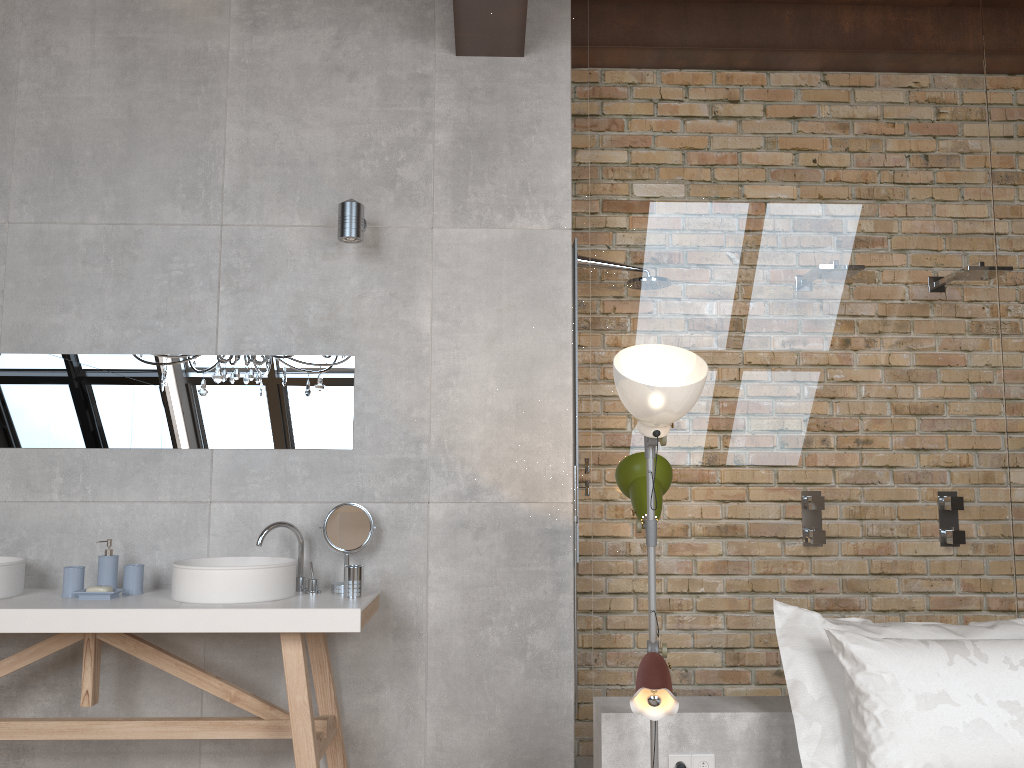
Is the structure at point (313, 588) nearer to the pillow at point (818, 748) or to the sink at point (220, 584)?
the sink at point (220, 584)

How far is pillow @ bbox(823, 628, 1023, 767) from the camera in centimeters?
225cm

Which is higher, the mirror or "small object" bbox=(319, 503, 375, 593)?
the mirror

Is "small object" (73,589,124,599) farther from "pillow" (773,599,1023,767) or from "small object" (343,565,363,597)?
"pillow" (773,599,1023,767)

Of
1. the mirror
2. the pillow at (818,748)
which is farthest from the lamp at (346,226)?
the pillow at (818,748)

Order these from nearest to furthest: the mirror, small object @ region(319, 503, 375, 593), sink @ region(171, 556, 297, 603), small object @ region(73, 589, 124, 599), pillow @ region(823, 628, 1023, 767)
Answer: pillow @ region(823, 628, 1023, 767)
sink @ region(171, 556, 297, 603)
small object @ region(73, 589, 124, 599)
small object @ region(319, 503, 375, 593)
the mirror

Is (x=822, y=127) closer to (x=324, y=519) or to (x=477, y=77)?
(x=477, y=77)

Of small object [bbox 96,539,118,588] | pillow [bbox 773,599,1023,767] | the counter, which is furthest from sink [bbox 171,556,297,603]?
pillow [bbox 773,599,1023,767]

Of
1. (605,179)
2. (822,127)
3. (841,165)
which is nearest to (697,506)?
(605,179)

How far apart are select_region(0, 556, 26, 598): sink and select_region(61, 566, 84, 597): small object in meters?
0.2
